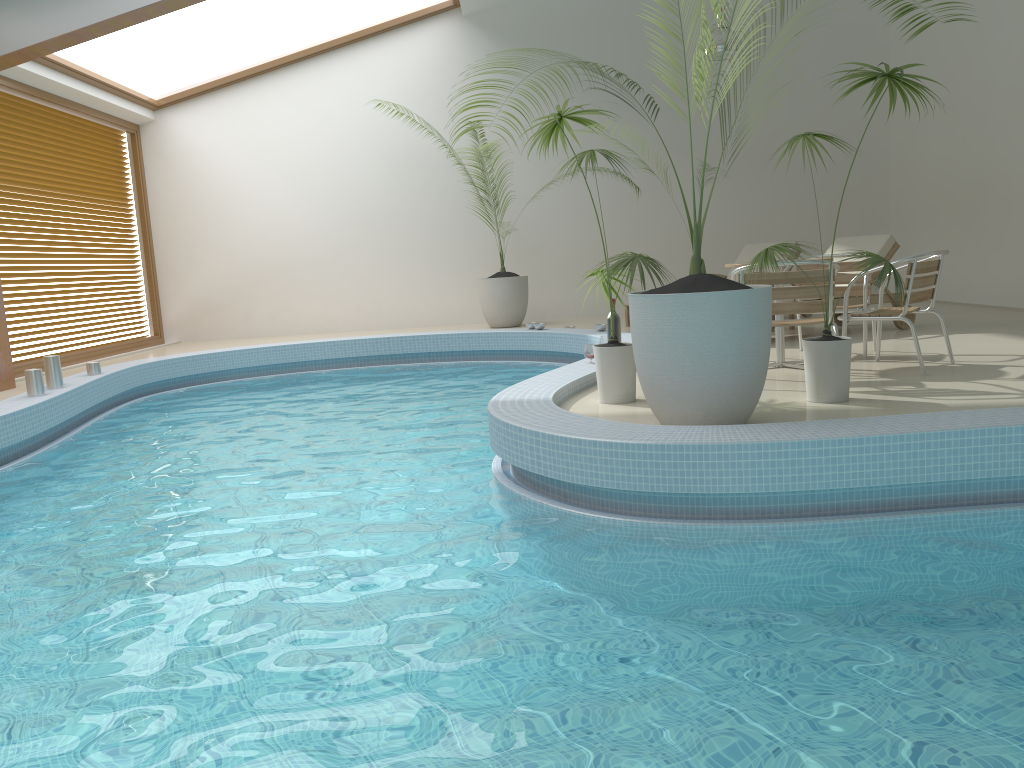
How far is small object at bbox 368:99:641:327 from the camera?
11.2m

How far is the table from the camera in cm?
603

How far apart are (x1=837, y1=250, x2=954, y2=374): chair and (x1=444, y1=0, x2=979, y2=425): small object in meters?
1.8 m

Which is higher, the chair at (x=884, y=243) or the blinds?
the blinds

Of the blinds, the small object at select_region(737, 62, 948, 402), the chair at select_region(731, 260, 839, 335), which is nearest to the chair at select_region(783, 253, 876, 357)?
the chair at select_region(731, 260, 839, 335)

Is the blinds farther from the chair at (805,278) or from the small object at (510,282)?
the chair at (805,278)

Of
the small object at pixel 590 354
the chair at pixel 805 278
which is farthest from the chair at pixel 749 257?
the chair at pixel 805 278

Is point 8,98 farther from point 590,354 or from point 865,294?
point 865,294

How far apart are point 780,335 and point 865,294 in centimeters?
71cm

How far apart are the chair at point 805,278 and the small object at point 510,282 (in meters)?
6.07
